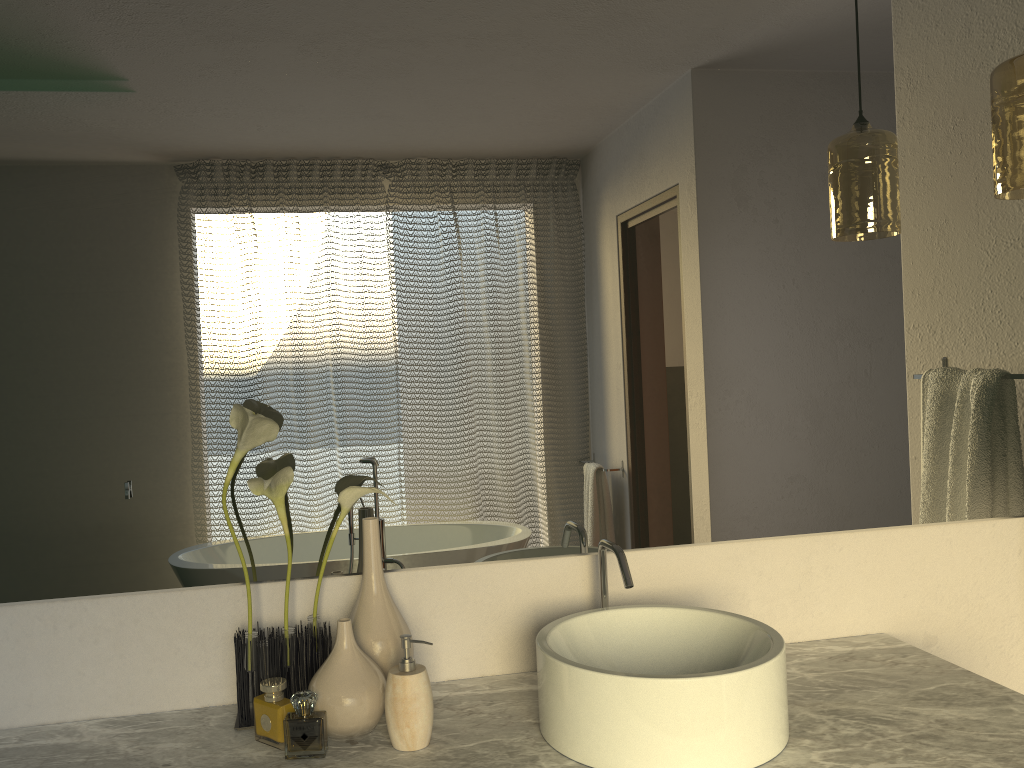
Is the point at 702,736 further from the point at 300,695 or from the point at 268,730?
the point at 300,695

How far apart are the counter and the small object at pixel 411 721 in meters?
0.0

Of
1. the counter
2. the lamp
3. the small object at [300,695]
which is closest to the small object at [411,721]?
the counter

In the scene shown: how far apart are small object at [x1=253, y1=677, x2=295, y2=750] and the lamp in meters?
1.4

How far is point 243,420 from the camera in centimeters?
131cm

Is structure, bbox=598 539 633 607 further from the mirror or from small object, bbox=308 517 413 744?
small object, bbox=308 517 413 744

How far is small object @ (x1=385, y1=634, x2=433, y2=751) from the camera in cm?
124

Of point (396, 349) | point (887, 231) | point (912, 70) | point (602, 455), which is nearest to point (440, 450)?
point (396, 349)

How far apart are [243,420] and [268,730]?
0.4m

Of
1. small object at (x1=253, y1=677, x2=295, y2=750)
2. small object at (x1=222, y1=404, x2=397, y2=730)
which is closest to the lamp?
small object at (x1=222, y1=404, x2=397, y2=730)
